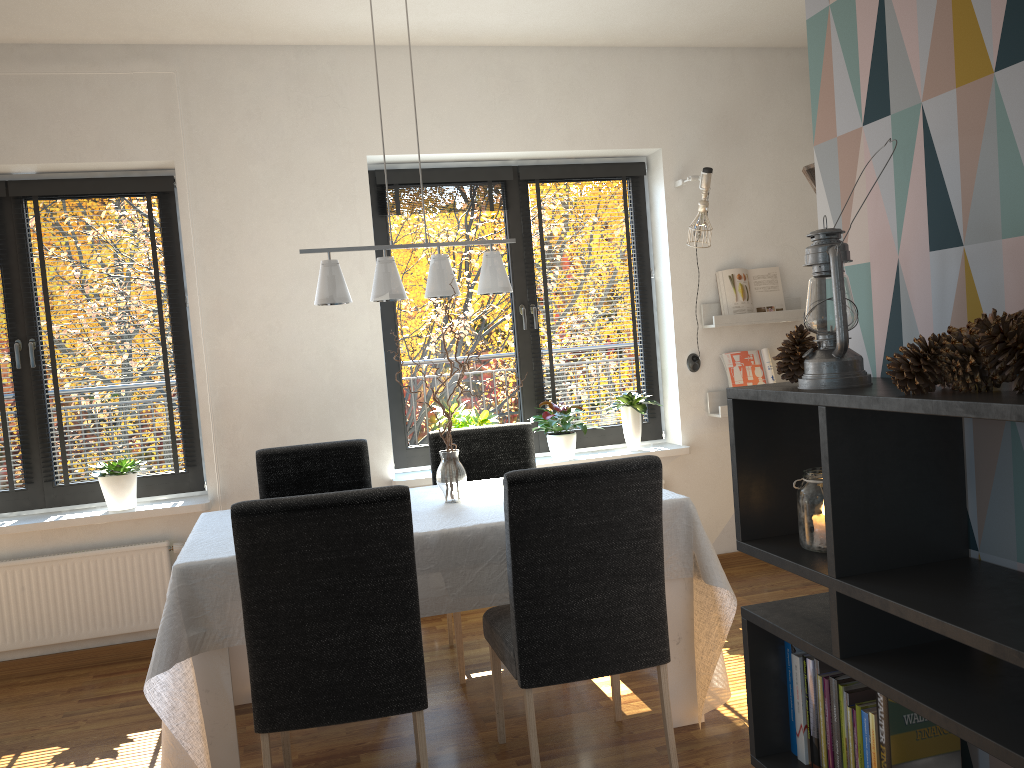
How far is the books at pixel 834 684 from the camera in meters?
1.5 m

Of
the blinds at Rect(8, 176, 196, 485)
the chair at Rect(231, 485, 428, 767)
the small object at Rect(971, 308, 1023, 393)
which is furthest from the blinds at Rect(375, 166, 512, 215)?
the small object at Rect(971, 308, 1023, 393)

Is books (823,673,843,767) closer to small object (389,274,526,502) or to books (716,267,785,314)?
small object (389,274,526,502)

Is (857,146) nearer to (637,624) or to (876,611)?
(876,611)

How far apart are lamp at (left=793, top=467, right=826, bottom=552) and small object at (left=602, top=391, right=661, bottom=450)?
3.0m

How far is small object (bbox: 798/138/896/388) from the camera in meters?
1.4

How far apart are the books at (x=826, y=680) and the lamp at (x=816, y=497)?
0.2 meters

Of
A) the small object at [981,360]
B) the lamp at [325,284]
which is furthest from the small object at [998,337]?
the lamp at [325,284]

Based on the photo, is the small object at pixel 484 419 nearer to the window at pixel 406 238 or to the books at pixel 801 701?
the window at pixel 406 238

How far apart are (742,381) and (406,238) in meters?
1.9
